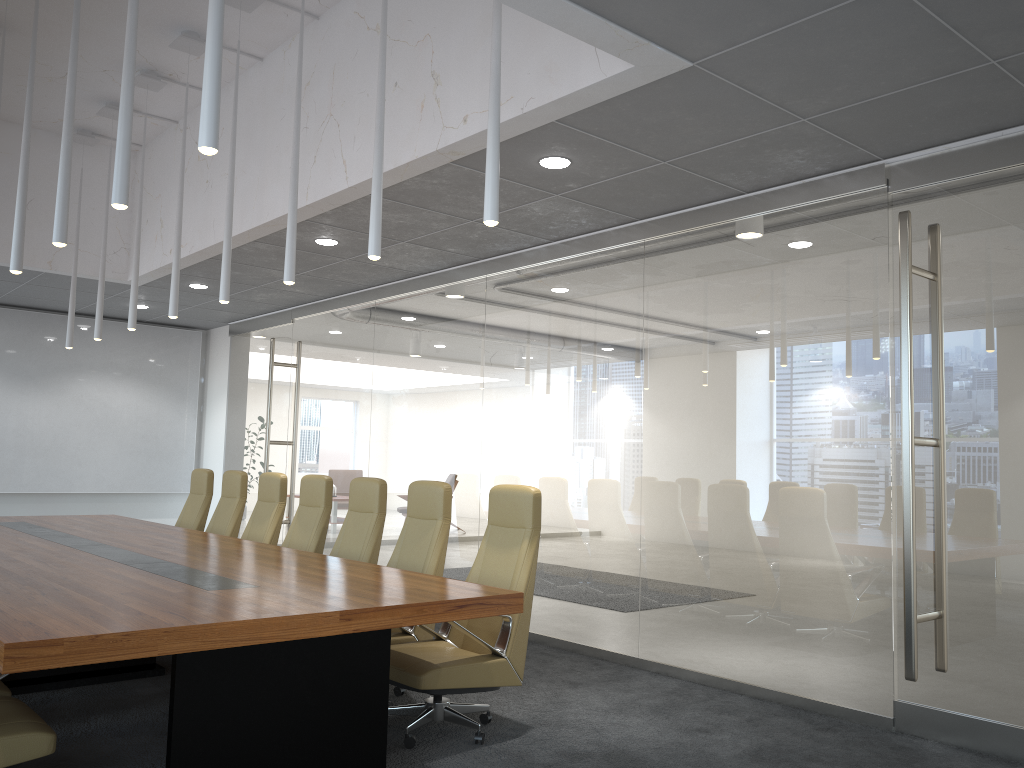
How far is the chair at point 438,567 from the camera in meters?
5.8

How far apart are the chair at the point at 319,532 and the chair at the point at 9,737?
3.2 meters

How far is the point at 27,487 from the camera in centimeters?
1198cm

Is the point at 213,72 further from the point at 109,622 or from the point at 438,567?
the point at 438,567

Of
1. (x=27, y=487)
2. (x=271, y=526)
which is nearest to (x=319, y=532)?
(x=271, y=526)

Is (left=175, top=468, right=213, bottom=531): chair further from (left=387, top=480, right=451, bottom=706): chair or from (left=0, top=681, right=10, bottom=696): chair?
(left=0, top=681, right=10, bottom=696): chair

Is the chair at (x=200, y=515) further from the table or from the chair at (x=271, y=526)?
the chair at (x=271, y=526)

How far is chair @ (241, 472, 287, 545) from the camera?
7.64m

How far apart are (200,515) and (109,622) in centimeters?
574cm

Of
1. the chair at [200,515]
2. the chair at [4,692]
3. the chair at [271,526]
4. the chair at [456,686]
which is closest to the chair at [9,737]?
the chair at [4,692]
